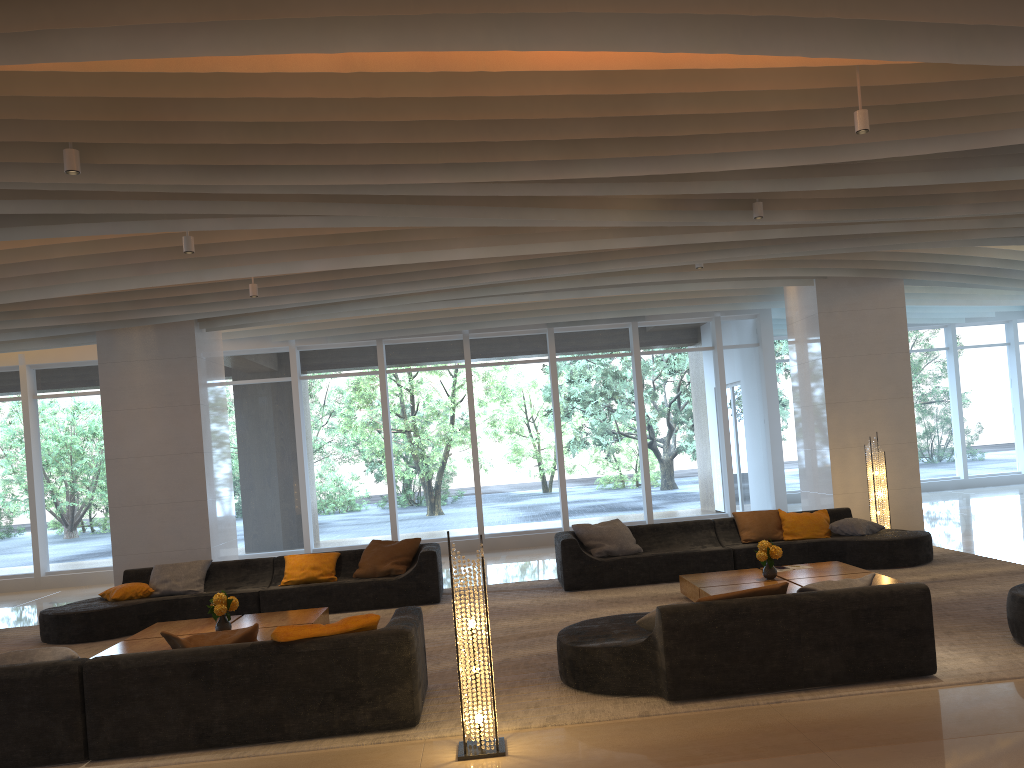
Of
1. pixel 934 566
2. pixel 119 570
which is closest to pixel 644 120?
pixel 934 566

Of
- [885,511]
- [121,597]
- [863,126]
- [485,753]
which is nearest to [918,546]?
[885,511]

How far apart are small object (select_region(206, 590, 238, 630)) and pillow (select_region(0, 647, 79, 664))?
2.0 meters

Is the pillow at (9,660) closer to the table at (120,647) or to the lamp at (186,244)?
the table at (120,647)

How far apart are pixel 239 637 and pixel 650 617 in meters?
2.5

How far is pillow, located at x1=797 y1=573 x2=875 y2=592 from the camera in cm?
558

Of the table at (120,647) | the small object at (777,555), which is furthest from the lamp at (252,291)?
the small object at (777,555)

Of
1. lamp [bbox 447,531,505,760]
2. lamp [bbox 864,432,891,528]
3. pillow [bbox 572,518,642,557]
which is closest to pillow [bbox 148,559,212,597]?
pillow [bbox 572,518,642,557]

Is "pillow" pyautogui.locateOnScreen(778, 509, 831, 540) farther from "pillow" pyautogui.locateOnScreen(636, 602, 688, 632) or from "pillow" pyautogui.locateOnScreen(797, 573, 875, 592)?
"pillow" pyautogui.locateOnScreen(636, 602, 688, 632)

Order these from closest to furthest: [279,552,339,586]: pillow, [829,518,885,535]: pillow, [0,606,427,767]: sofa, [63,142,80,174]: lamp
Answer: [0,606,427,767]: sofa → [63,142,80,174]: lamp → [279,552,339,586]: pillow → [829,518,885,535]: pillow
